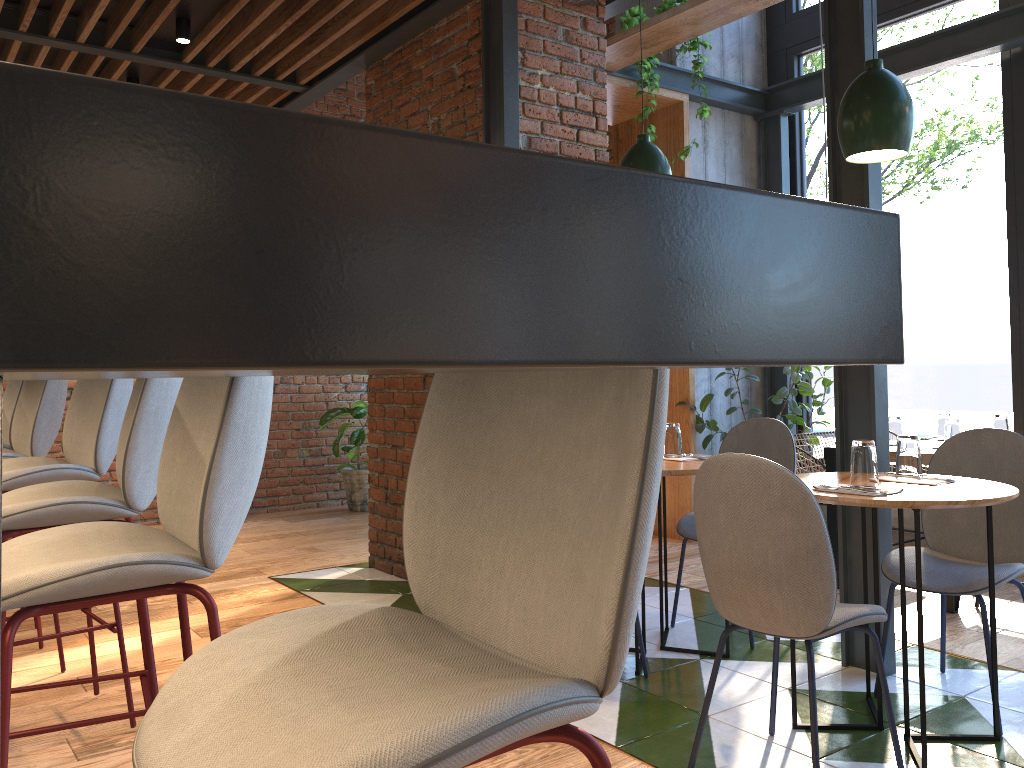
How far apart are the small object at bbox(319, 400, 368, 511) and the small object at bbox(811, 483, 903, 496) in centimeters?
493cm

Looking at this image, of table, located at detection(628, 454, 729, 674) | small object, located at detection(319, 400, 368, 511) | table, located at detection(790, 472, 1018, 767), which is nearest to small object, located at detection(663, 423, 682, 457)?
table, located at detection(628, 454, 729, 674)

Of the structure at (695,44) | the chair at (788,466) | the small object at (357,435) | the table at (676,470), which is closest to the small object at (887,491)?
the table at (676,470)

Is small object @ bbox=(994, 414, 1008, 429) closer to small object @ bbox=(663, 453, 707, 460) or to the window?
the window

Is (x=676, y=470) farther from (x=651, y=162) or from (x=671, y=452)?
(x=651, y=162)

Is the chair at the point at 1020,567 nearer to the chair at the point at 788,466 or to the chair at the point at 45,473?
the chair at the point at 788,466

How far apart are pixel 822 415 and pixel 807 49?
2.5m

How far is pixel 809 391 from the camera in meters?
5.3 m

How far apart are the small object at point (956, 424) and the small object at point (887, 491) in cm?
209

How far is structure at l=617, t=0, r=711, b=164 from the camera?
4.99m
